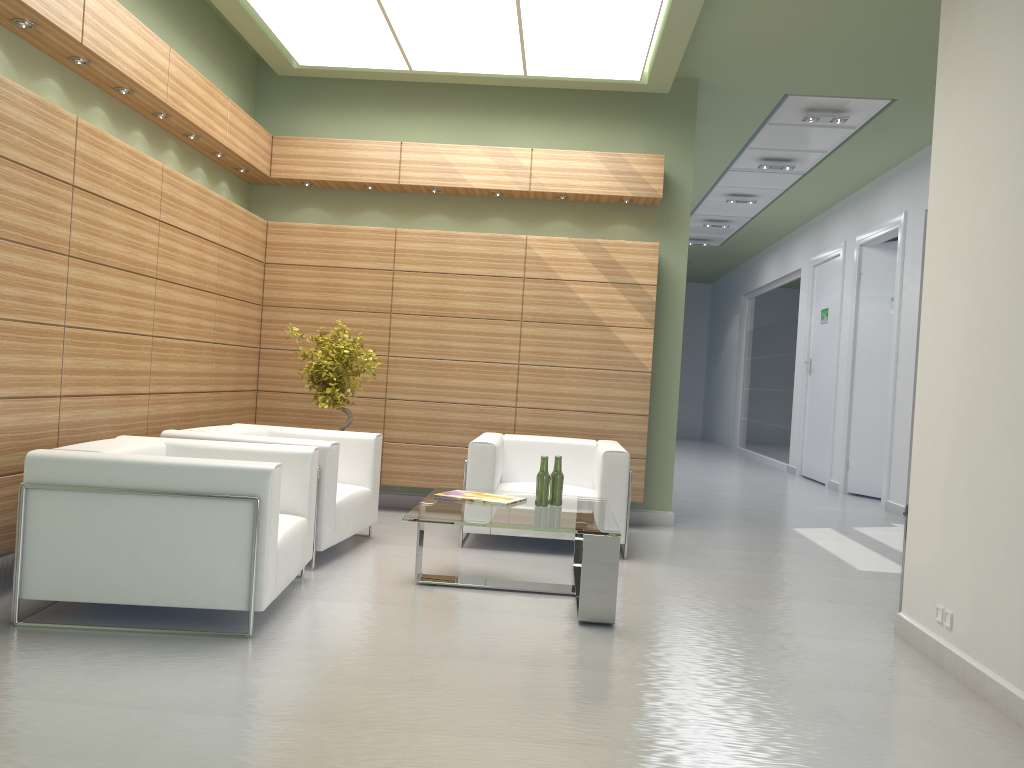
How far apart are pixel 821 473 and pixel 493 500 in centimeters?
1369cm

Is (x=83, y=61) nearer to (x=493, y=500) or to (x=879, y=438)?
(x=493, y=500)

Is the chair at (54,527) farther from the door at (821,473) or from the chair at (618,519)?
the door at (821,473)

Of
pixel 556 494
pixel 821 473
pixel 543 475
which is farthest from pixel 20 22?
pixel 821 473

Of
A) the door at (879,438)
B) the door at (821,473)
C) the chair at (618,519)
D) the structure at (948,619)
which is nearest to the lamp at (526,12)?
the chair at (618,519)

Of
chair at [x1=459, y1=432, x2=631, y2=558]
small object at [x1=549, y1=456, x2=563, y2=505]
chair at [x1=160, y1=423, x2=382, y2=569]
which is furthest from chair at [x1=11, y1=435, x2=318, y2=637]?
chair at [x1=459, y1=432, x2=631, y2=558]

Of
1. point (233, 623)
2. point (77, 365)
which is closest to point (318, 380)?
point (77, 365)

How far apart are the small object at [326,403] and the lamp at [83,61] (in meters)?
3.99

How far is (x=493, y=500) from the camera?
8.4 meters

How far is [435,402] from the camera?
12.2m
